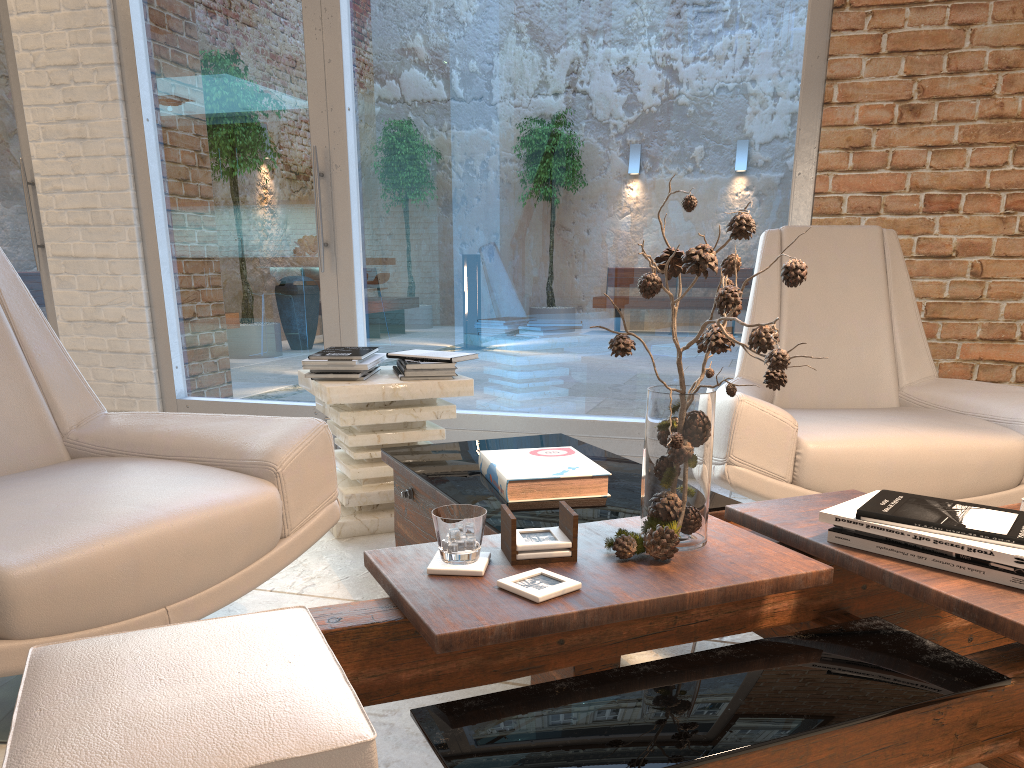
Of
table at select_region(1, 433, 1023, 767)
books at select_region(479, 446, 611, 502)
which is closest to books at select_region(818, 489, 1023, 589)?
table at select_region(1, 433, 1023, 767)

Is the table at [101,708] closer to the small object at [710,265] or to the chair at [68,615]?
the small object at [710,265]

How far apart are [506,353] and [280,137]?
1.5 meters

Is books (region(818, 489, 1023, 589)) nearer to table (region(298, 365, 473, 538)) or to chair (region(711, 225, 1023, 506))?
chair (region(711, 225, 1023, 506))

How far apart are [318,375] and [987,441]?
2.0 meters

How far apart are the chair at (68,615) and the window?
1.9 meters

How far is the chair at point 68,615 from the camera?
1.5 meters

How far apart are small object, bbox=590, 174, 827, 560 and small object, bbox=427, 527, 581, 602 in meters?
0.1

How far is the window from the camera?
3.5 meters

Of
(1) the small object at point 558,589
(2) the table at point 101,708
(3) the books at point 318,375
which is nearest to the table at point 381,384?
(3) the books at point 318,375
